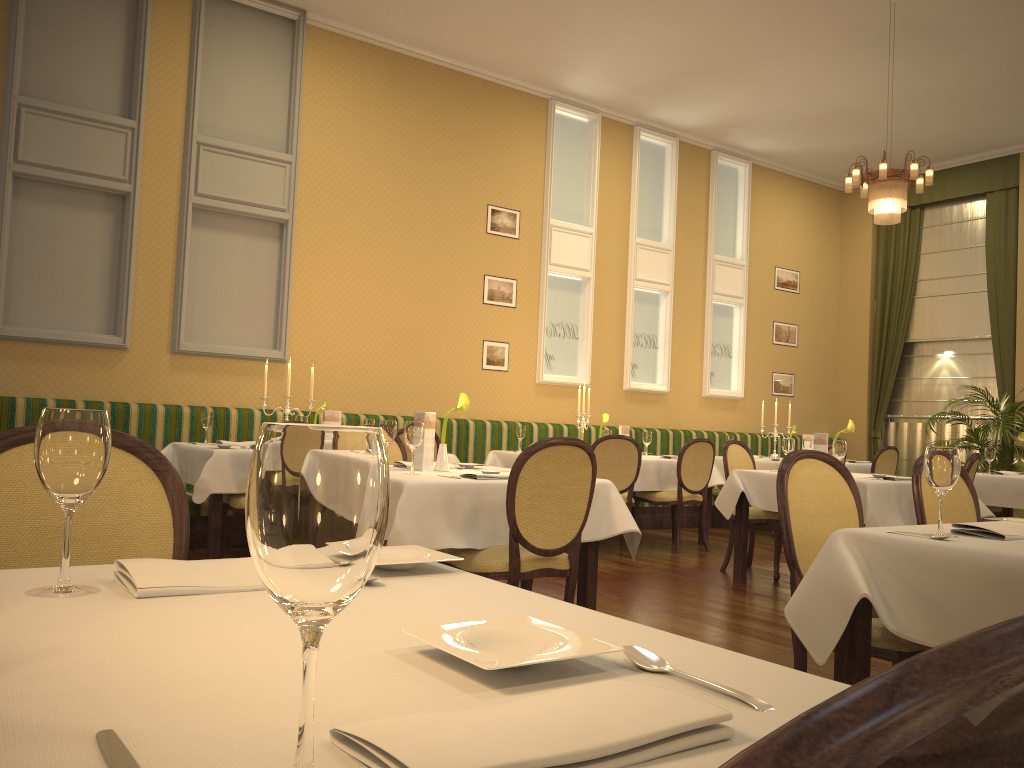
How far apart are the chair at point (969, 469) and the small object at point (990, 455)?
2.5 meters

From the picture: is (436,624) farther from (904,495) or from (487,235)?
(487,235)

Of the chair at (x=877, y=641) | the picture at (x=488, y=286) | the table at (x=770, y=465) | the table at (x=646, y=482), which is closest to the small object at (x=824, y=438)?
the table at (x=646, y=482)

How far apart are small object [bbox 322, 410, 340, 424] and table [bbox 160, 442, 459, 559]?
0.8m

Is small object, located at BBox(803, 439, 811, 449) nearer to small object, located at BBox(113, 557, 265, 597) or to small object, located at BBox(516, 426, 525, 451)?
small object, located at BBox(516, 426, 525, 451)

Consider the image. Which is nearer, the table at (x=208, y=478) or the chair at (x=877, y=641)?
the chair at (x=877, y=641)

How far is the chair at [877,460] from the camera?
8.85m

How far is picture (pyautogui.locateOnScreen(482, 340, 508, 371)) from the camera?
8.81m

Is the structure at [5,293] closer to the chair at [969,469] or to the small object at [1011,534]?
the chair at [969,469]

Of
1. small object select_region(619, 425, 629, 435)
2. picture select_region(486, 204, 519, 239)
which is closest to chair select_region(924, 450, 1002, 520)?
small object select_region(619, 425, 629, 435)
